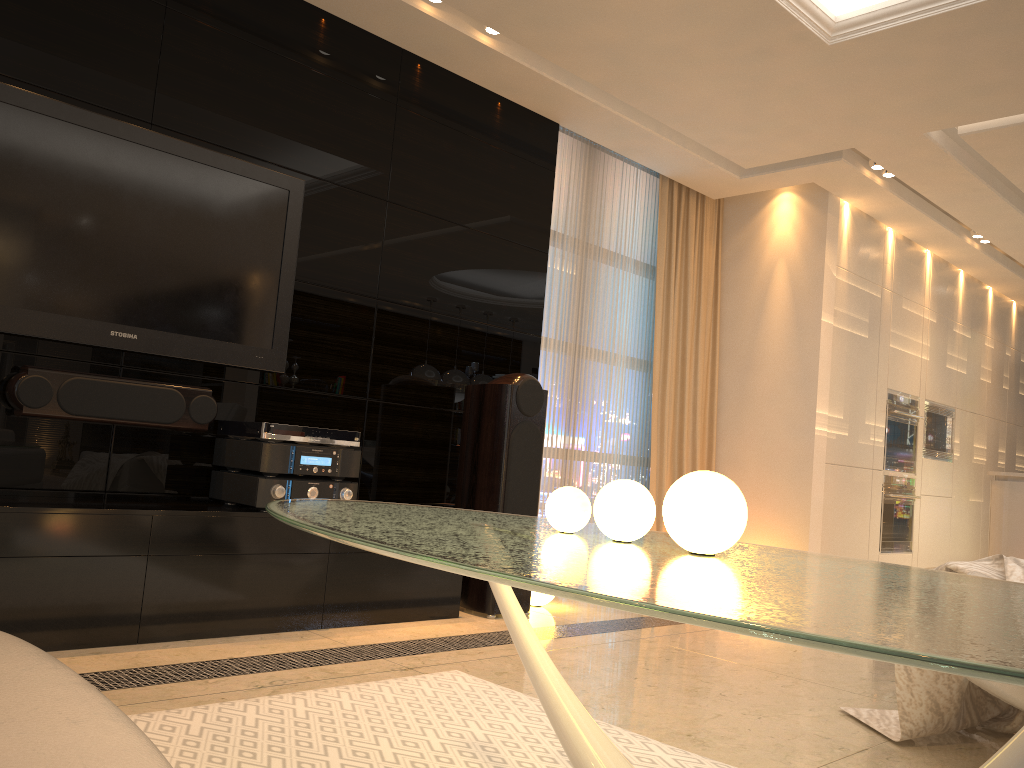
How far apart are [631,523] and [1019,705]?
1.2m

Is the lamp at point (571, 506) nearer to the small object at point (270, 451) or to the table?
the table

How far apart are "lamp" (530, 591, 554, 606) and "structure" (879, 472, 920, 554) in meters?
3.2 m

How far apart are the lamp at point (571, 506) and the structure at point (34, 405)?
2.11m

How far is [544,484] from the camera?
5.1 meters

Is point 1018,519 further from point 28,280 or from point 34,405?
point 28,280

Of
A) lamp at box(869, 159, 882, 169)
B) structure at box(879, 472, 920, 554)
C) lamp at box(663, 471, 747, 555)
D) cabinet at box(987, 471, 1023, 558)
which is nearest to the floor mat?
lamp at box(663, 471, 747, 555)

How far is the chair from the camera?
2.1 meters

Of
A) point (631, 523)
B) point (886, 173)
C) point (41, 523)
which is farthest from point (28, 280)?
point (886, 173)

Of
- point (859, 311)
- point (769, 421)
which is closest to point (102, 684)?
point (769, 421)
